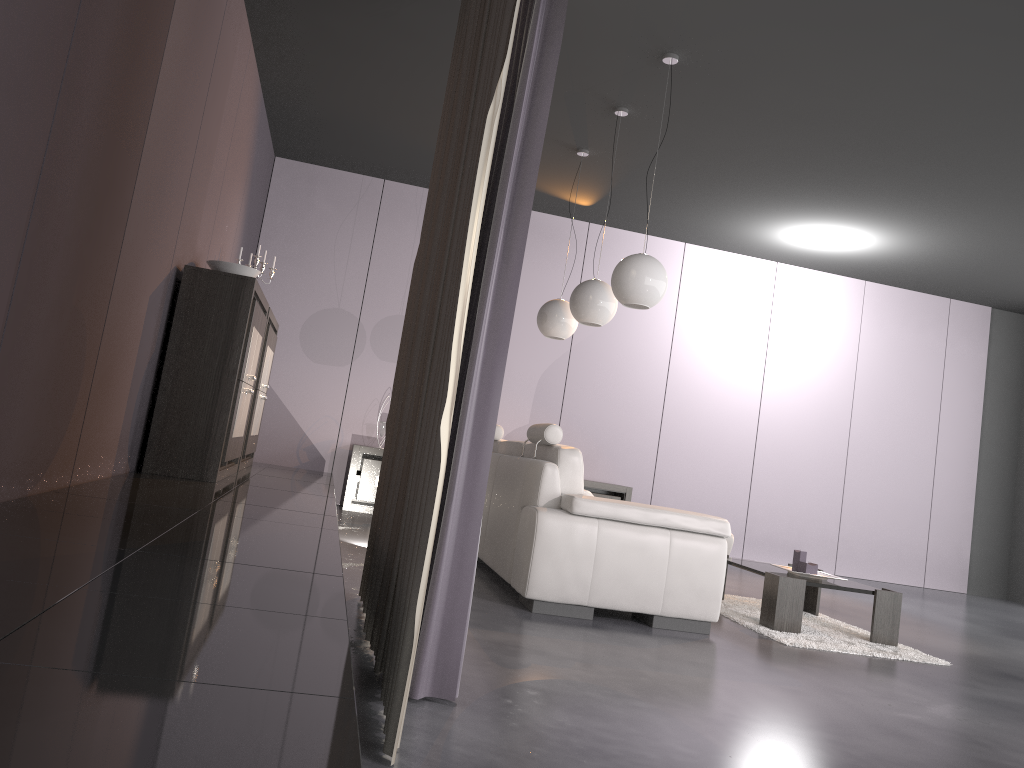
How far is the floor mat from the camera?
4.3 meters

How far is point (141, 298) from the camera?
3.9m

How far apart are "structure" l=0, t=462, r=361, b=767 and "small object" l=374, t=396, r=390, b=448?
1.13m

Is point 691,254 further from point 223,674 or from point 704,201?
point 223,674

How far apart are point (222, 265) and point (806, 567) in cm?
364

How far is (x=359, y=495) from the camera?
7.54m

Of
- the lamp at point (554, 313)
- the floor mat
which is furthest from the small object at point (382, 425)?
the floor mat

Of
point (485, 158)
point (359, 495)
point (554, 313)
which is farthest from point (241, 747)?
point (359, 495)

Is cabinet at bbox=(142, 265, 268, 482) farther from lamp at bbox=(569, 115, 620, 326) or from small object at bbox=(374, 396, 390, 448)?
small object at bbox=(374, 396, 390, 448)

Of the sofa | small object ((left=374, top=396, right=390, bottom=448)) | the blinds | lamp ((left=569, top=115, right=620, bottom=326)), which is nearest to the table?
the sofa
